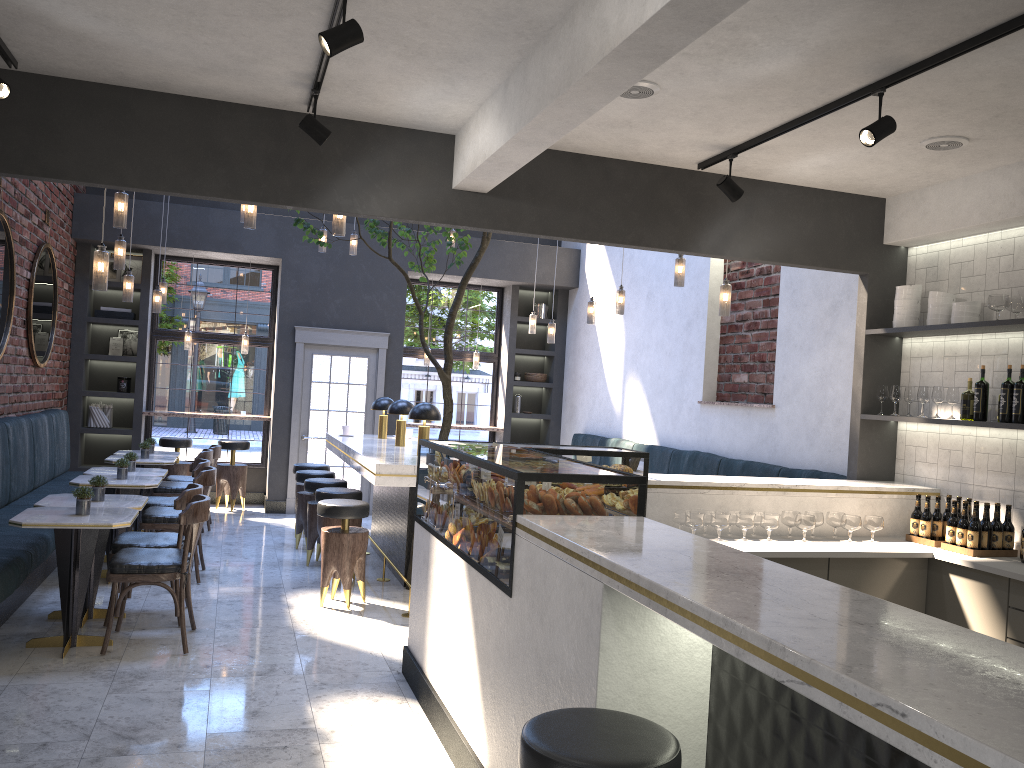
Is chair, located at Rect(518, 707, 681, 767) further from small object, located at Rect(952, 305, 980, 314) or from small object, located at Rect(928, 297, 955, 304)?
small object, located at Rect(928, 297, 955, 304)

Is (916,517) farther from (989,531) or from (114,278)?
(114,278)

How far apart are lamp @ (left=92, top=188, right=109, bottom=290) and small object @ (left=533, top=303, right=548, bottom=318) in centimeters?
741cm

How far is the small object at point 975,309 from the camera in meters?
5.2

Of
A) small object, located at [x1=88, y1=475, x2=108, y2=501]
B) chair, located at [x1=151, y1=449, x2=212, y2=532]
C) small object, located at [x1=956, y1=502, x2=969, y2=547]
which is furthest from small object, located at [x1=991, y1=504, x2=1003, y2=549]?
chair, located at [x1=151, y1=449, x2=212, y2=532]

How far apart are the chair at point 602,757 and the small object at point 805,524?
3.0 meters

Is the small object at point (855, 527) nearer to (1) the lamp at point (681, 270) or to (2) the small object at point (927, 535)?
(2) the small object at point (927, 535)

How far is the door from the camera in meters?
10.5

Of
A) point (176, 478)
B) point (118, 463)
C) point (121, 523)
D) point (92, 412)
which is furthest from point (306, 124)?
point (92, 412)

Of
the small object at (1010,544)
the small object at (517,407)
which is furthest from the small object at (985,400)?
the small object at (517,407)
